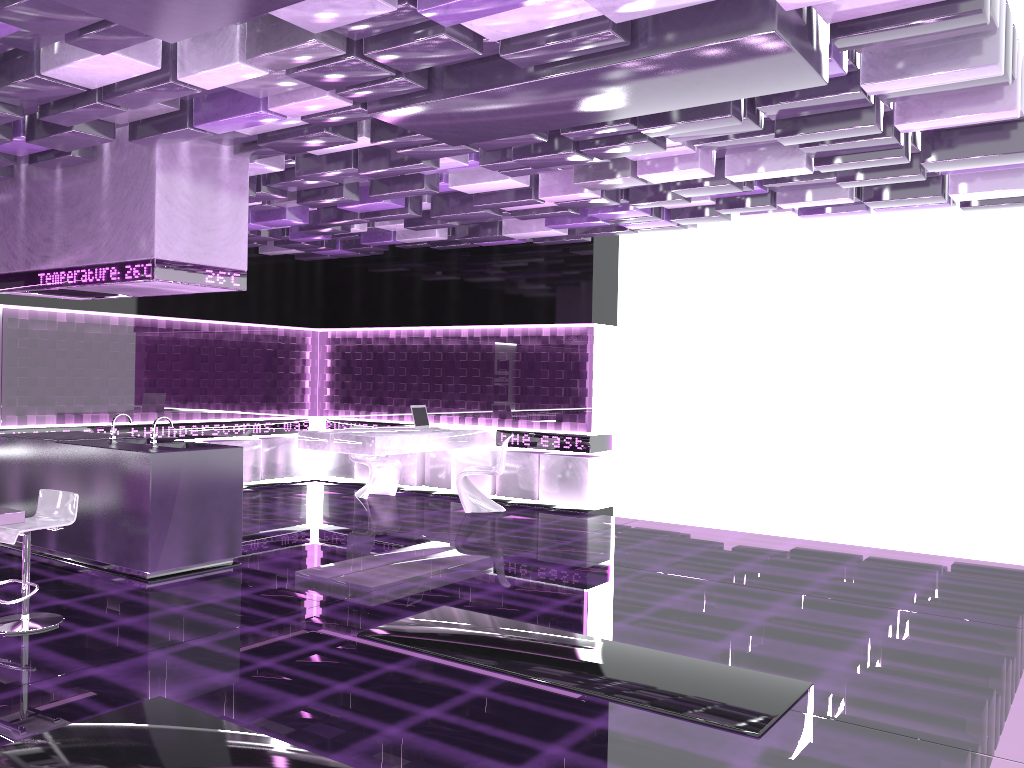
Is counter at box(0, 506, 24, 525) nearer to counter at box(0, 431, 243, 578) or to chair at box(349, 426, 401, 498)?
counter at box(0, 431, 243, 578)

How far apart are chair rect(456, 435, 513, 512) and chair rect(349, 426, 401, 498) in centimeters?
122cm

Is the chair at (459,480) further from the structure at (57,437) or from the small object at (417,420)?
the structure at (57,437)

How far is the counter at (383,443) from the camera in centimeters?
909cm

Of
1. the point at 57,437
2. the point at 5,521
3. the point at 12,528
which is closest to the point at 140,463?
the point at 12,528

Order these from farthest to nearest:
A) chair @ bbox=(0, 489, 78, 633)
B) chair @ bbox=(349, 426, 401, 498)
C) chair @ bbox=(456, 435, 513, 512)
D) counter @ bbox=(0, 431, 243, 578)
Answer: chair @ bbox=(349, 426, 401, 498)
chair @ bbox=(456, 435, 513, 512)
counter @ bbox=(0, 431, 243, 578)
chair @ bbox=(0, 489, 78, 633)

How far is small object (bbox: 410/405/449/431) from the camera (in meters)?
10.16

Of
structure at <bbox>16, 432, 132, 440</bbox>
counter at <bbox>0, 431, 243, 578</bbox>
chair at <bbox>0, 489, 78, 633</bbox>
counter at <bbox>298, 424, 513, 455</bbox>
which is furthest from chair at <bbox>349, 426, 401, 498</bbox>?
chair at <bbox>0, 489, 78, 633</bbox>

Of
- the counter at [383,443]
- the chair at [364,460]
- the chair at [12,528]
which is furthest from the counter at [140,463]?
the chair at [364,460]

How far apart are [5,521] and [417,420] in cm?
575
